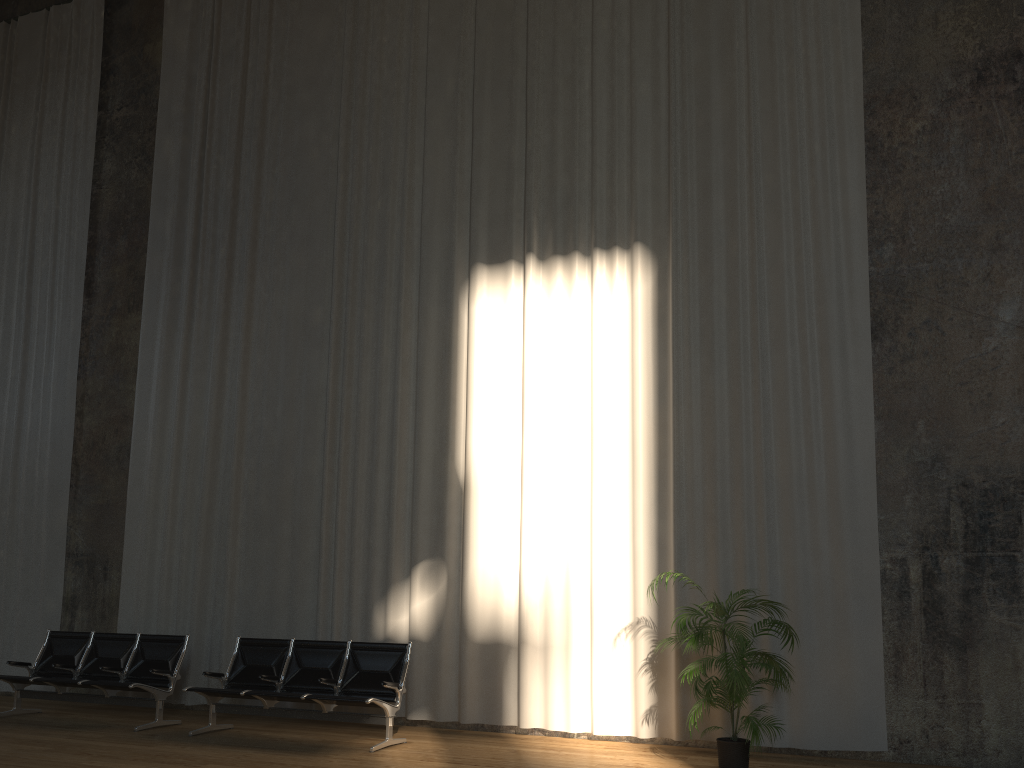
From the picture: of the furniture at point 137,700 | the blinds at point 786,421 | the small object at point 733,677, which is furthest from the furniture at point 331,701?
the small object at point 733,677

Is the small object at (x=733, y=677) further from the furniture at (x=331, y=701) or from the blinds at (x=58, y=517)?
the blinds at (x=58, y=517)

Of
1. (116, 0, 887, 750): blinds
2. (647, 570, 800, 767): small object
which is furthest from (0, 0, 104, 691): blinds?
(647, 570, 800, 767): small object

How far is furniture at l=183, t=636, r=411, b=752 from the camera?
7.0 meters

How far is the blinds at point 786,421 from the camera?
A: 7.31m

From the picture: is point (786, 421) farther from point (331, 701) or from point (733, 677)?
point (331, 701)

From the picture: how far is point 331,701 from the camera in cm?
704

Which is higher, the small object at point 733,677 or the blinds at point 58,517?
the blinds at point 58,517

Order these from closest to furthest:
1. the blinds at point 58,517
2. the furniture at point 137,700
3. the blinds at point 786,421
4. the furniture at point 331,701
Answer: the furniture at point 331,701 → the blinds at point 786,421 → the furniture at point 137,700 → the blinds at point 58,517

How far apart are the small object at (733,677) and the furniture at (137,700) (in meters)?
4.63
